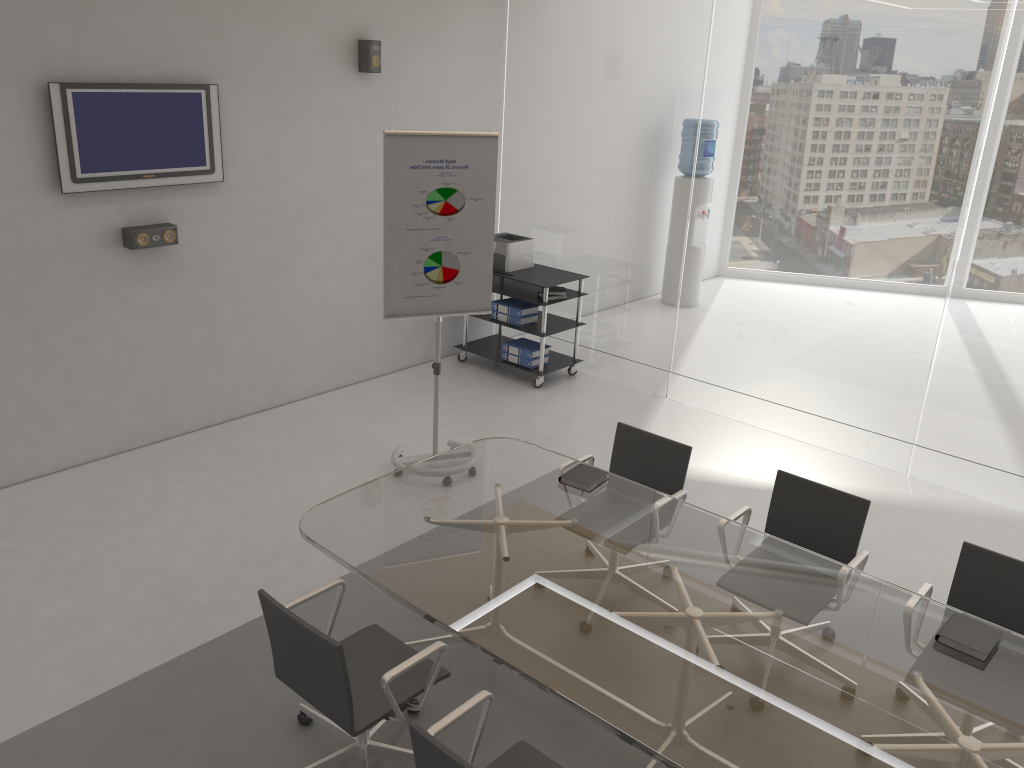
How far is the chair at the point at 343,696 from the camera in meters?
2.8 m

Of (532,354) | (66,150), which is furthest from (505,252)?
(66,150)

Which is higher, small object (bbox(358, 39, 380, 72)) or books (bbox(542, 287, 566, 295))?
small object (bbox(358, 39, 380, 72))

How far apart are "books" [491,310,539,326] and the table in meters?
2.9 m

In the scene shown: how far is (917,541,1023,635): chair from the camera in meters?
3.4 m

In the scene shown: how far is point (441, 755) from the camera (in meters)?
2.32

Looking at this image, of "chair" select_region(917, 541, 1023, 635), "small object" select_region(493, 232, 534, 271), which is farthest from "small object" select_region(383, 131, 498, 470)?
"chair" select_region(917, 541, 1023, 635)

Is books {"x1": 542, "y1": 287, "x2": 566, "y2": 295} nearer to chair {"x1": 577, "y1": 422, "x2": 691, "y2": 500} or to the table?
chair {"x1": 577, "y1": 422, "x2": 691, "y2": 500}

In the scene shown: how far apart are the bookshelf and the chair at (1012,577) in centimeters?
390cm

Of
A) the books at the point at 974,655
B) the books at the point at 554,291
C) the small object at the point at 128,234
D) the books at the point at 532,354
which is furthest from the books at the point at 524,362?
the books at the point at 974,655
